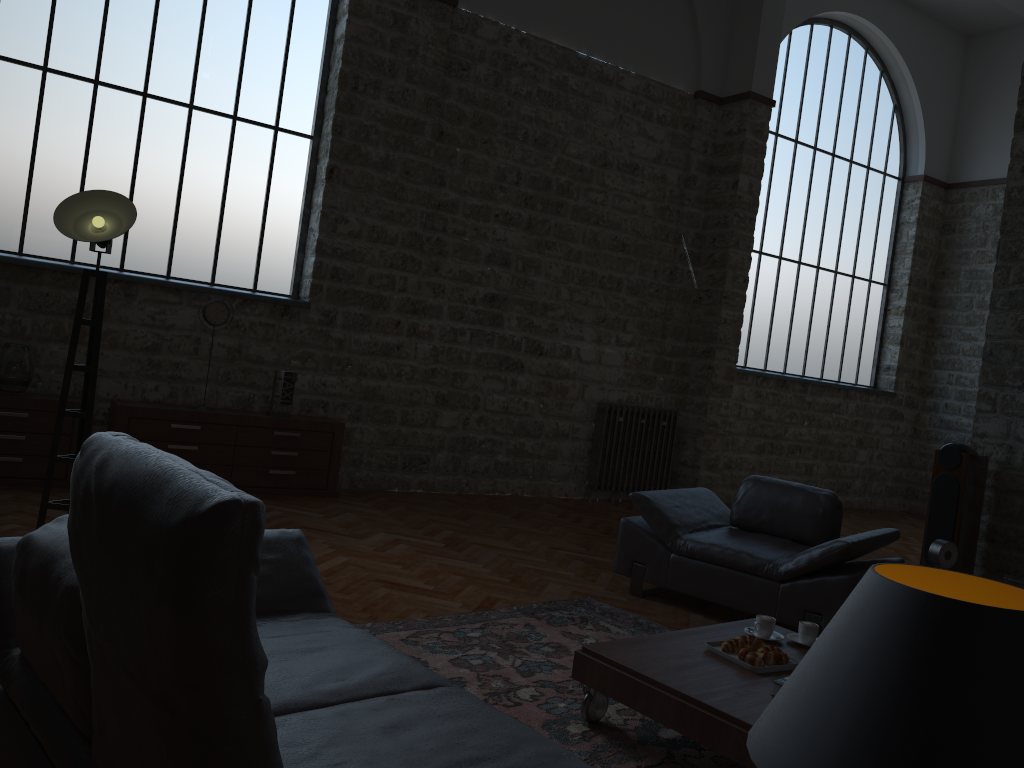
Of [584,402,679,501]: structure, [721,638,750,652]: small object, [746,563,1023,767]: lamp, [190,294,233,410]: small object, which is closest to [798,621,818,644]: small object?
[721,638,750,652]: small object

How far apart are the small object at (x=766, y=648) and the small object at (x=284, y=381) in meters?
4.6 m

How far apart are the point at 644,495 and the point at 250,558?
4.22m

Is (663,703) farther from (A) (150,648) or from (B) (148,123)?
(B) (148,123)

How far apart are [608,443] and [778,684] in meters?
5.9 m

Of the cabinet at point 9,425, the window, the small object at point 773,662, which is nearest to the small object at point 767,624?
the small object at point 773,662

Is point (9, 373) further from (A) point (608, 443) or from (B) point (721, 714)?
(A) point (608, 443)

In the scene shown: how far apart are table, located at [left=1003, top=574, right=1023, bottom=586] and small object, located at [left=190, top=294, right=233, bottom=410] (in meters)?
5.80

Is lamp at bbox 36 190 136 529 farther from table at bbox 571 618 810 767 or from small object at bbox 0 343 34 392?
table at bbox 571 618 810 767

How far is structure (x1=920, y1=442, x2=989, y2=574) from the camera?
6.28m
